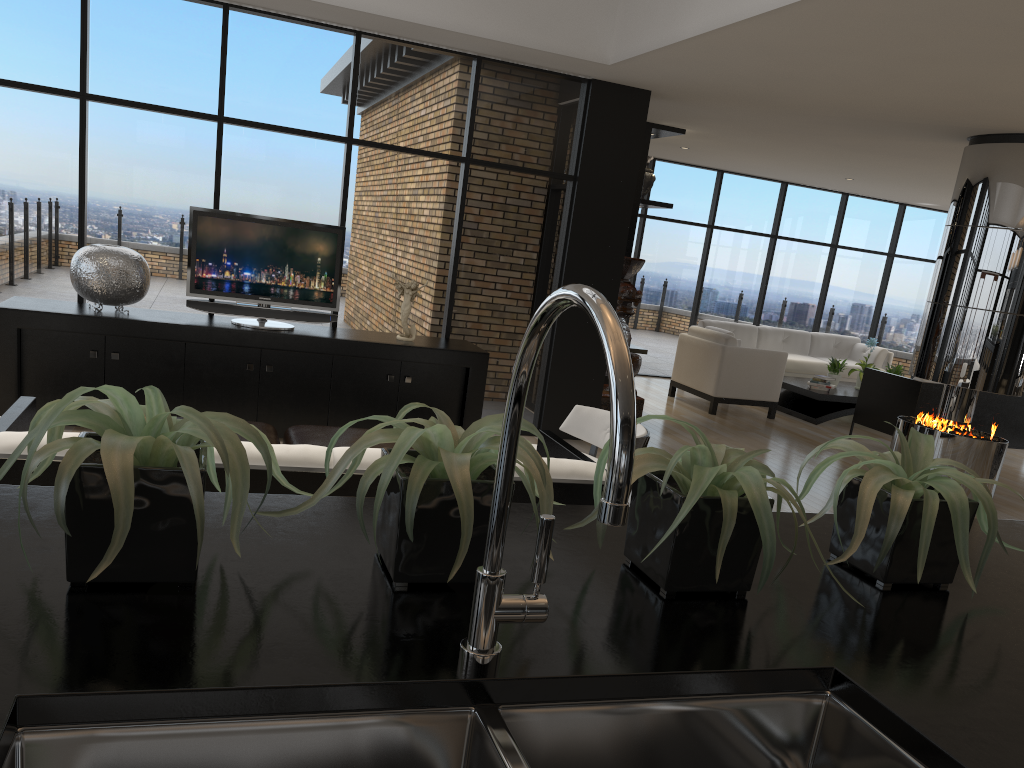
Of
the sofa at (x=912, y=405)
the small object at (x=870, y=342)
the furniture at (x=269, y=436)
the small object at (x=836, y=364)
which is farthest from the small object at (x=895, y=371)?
the furniture at (x=269, y=436)

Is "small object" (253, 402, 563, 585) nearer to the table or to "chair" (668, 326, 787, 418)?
"chair" (668, 326, 787, 418)

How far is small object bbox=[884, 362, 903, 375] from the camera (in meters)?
10.66

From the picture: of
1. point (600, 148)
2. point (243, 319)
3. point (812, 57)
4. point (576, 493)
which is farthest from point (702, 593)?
point (600, 148)

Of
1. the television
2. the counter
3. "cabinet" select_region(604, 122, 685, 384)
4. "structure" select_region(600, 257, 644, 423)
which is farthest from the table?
the counter

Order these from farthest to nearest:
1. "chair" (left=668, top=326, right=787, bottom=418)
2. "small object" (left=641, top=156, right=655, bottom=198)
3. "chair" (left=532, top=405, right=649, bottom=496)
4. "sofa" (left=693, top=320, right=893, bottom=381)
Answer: "sofa" (left=693, top=320, right=893, bottom=381)
"chair" (left=668, top=326, right=787, bottom=418)
"small object" (left=641, top=156, right=655, bottom=198)
"chair" (left=532, top=405, right=649, bottom=496)

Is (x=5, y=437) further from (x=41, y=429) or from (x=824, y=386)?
(x=824, y=386)

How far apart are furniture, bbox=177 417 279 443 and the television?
1.6m

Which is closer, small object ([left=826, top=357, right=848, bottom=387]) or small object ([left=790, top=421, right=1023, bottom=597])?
small object ([left=790, top=421, right=1023, bottom=597])

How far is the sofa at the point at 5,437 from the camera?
2.5 meters
